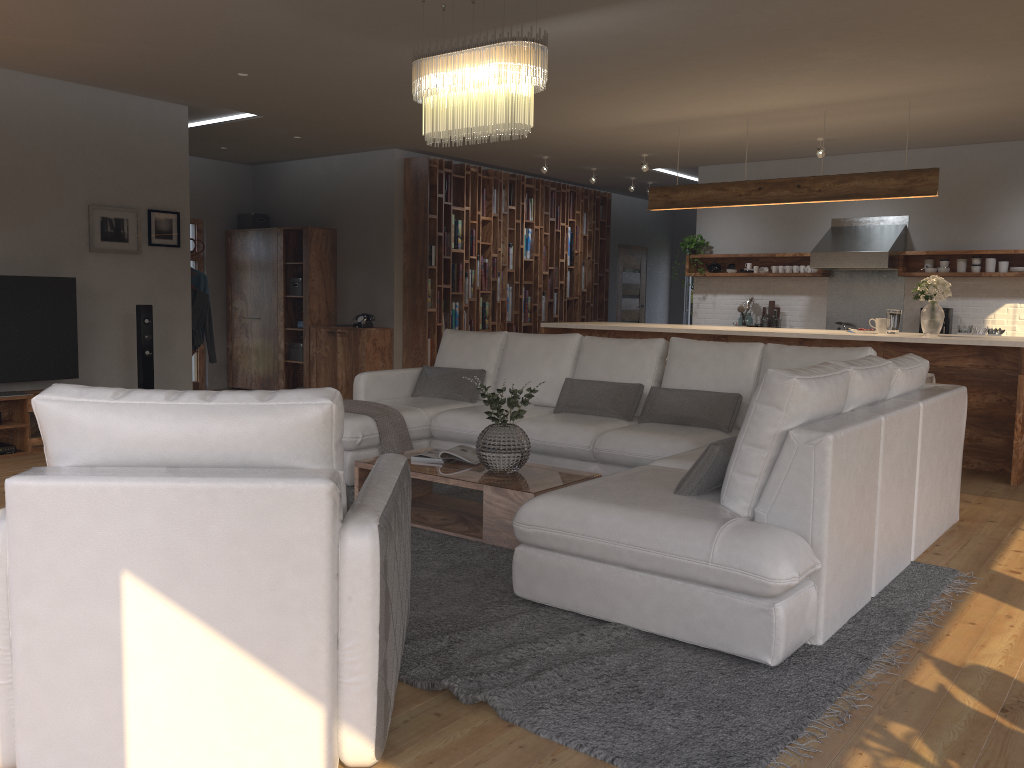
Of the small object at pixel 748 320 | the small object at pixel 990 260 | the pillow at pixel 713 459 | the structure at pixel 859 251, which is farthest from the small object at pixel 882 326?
the pillow at pixel 713 459

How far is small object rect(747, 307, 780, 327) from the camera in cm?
986

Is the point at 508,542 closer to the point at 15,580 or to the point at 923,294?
the point at 15,580

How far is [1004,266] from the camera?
8.6m

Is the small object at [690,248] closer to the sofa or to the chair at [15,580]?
the sofa

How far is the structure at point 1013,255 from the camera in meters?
8.6

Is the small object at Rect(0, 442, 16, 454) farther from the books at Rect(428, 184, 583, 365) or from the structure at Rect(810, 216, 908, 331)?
the structure at Rect(810, 216, 908, 331)

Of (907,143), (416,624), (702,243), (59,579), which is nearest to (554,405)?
(416,624)

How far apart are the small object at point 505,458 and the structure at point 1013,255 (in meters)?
6.10

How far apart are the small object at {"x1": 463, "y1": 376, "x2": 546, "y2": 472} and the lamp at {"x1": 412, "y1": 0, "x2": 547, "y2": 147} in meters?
1.3
